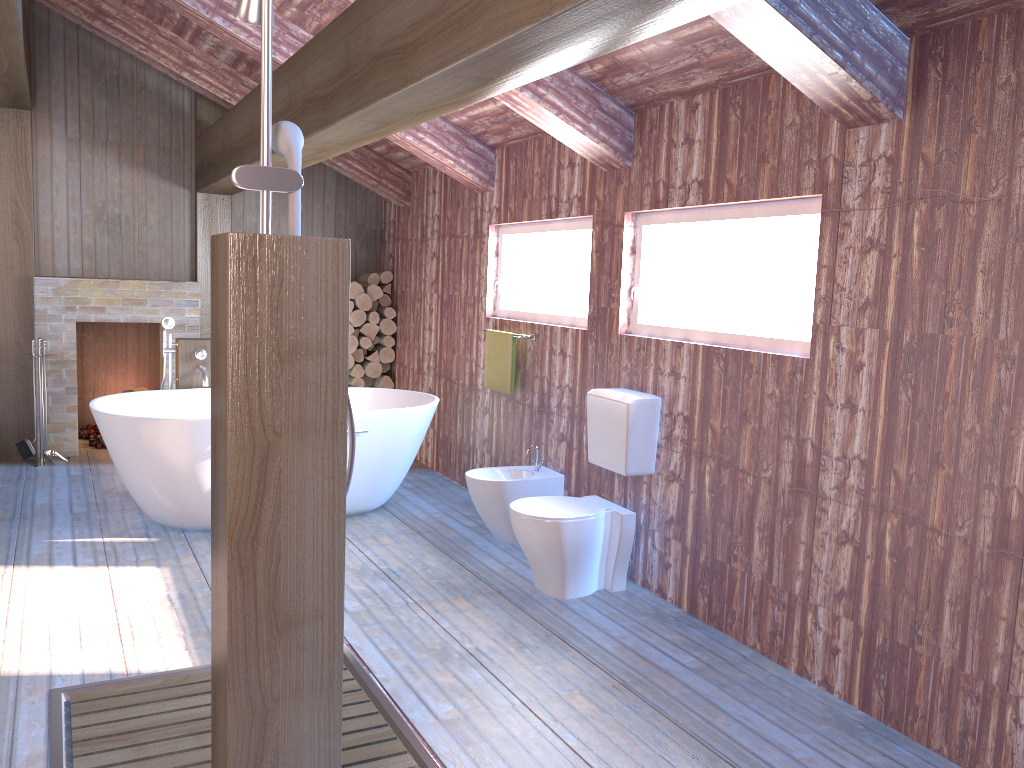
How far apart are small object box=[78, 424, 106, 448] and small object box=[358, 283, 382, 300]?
2.4m

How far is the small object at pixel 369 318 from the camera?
7.1 meters

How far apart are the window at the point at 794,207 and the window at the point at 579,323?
0.5 meters

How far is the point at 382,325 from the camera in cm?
718

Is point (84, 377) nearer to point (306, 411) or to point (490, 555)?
point (490, 555)

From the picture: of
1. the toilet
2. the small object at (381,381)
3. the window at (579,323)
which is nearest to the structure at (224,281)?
the toilet

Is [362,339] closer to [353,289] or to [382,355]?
[382,355]

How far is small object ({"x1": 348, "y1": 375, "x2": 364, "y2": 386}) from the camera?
7.2 meters

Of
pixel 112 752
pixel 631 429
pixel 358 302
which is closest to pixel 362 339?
pixel 358 302

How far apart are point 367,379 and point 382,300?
0.7 meters
